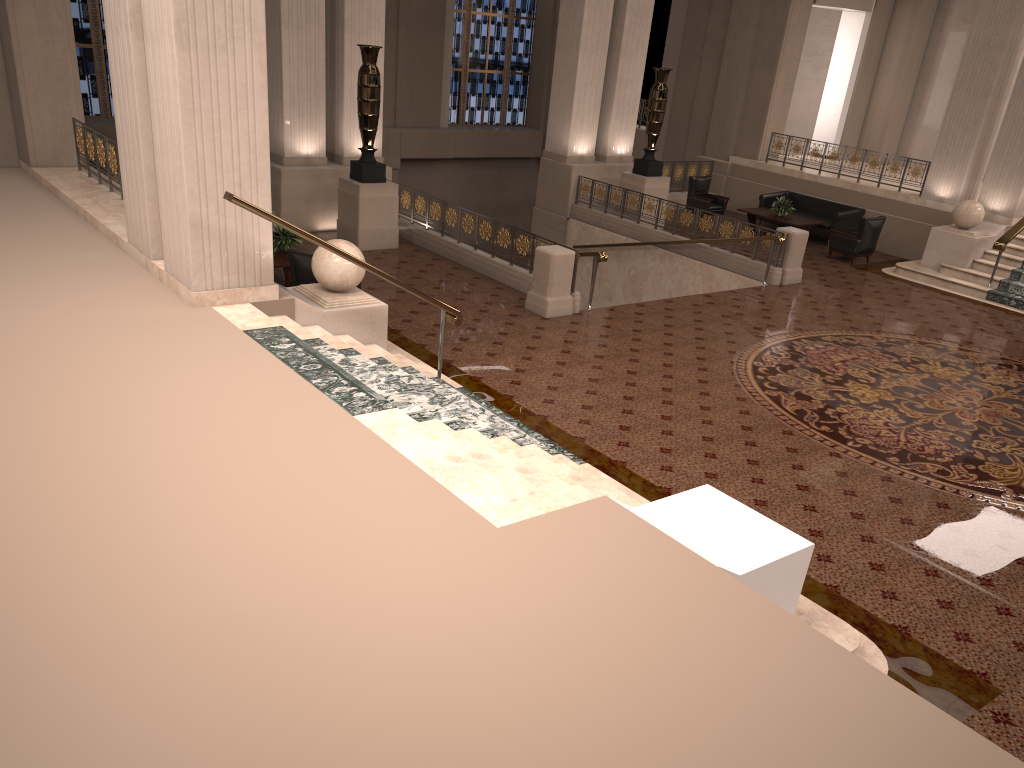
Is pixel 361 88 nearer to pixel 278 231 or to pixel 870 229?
pixel 278 231

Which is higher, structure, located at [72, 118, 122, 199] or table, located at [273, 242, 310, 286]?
structure, located at [72, 118, 122, 199]

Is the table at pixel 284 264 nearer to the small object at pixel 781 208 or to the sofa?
the small object at pixel 781 208

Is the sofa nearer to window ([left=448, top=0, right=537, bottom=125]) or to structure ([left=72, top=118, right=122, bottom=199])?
window ([left=448, top=0, right=537, bottom=125])

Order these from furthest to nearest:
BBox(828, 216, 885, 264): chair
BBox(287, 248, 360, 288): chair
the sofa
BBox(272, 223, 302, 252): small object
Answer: the sofa
BBox(828, 216, 885, 264): chair
BBox(272, 223, 302, 252): small object
BBox(287, 248, 360, 288): chair

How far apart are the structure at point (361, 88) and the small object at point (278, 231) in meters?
2.2 m

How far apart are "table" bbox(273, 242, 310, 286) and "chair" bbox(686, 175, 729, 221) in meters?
10.1

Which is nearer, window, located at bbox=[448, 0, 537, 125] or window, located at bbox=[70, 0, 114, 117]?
window, located at bbox=[70, 0, 114, 117]

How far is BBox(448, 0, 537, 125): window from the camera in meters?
23.6

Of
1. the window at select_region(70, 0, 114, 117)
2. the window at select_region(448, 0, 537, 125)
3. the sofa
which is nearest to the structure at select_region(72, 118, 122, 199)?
the window at select_region(70, 0, 114, 117)
